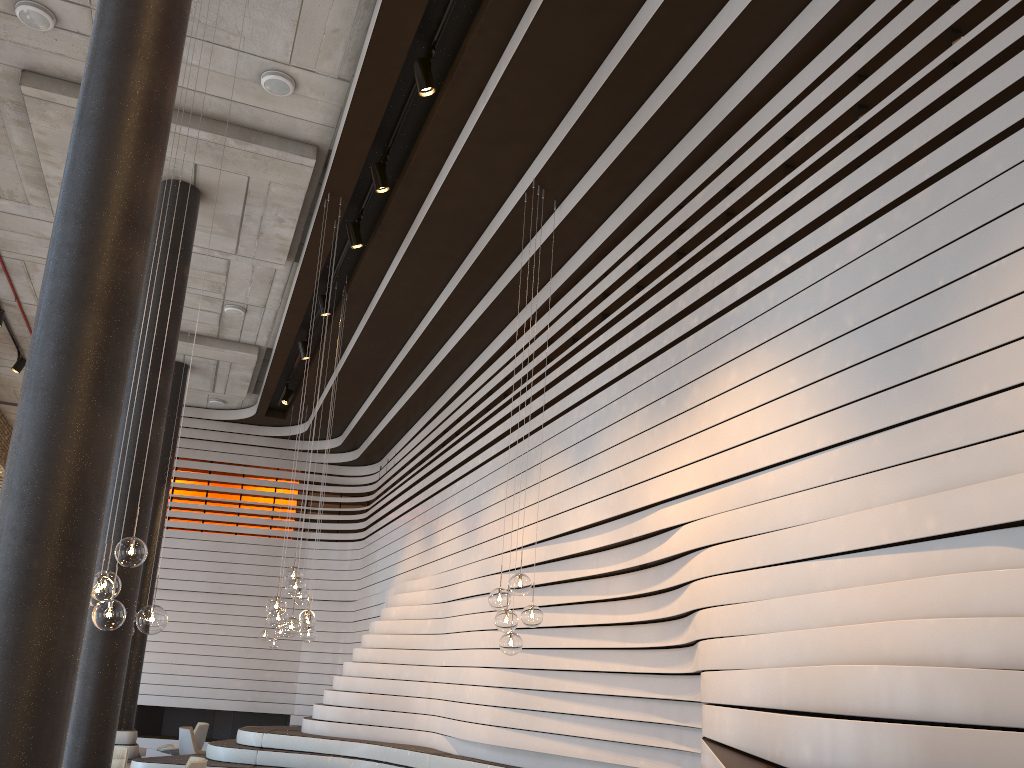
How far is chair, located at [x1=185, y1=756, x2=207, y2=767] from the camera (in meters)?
7.98

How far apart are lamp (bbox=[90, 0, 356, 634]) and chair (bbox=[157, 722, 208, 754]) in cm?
929

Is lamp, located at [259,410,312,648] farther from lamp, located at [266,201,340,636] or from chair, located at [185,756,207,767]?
lamp, located at [266,201,340,636]

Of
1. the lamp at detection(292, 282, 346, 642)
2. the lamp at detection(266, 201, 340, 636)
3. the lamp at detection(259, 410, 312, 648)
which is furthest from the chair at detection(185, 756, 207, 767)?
the lamp at detection(259, 410, 312, 648)

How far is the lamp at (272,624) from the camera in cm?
703

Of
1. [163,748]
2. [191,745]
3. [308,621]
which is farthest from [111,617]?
[163,748]

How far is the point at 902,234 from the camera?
4.1 meters

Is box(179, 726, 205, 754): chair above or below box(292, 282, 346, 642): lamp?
below

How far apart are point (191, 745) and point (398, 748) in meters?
4.3 m

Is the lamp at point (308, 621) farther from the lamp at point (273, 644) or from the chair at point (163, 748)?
the chair at point (163, 748)
